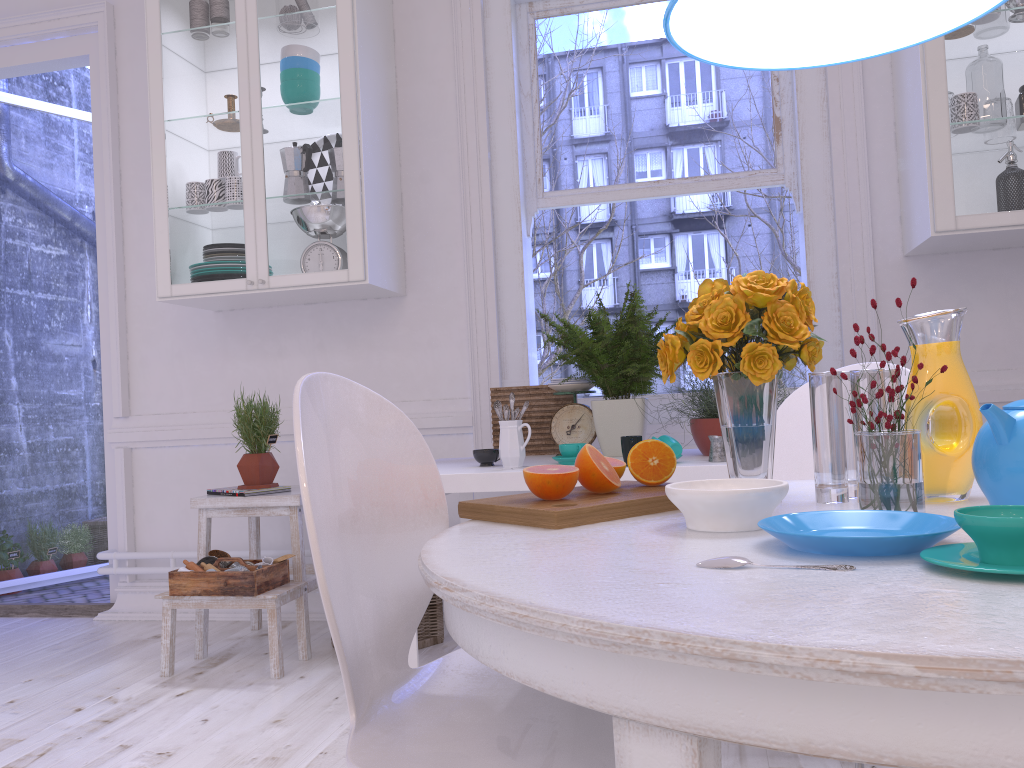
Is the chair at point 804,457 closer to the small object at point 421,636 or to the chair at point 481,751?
the chair at point 481,751

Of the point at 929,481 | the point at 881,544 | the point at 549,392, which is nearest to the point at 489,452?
the point at 549,392

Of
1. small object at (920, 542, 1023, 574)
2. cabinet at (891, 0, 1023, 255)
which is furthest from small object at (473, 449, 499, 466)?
small object at (920, 542, 1023, 574)

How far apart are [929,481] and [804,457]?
0.8m

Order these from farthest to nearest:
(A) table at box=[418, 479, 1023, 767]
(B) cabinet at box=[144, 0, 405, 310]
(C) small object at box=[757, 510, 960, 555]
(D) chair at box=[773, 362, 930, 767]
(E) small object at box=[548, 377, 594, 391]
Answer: (B) cabinet at box=[144, 0, 405, 310] → (E) small object at box=[548, 377, 594, 391] → (D) chair at box=[773, 362, 930, 767] → (C) small object at box=[757, 510, 960, 555] → (A) table at box=[418, 479, 1023, 767]

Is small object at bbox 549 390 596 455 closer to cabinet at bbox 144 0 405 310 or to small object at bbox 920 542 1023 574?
cabinet at bbox 144 0 405 310

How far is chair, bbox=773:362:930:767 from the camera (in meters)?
1.96

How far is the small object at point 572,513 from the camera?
1.1m

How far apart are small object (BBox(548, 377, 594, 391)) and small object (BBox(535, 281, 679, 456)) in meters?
0.1 m

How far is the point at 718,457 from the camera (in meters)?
2.27
